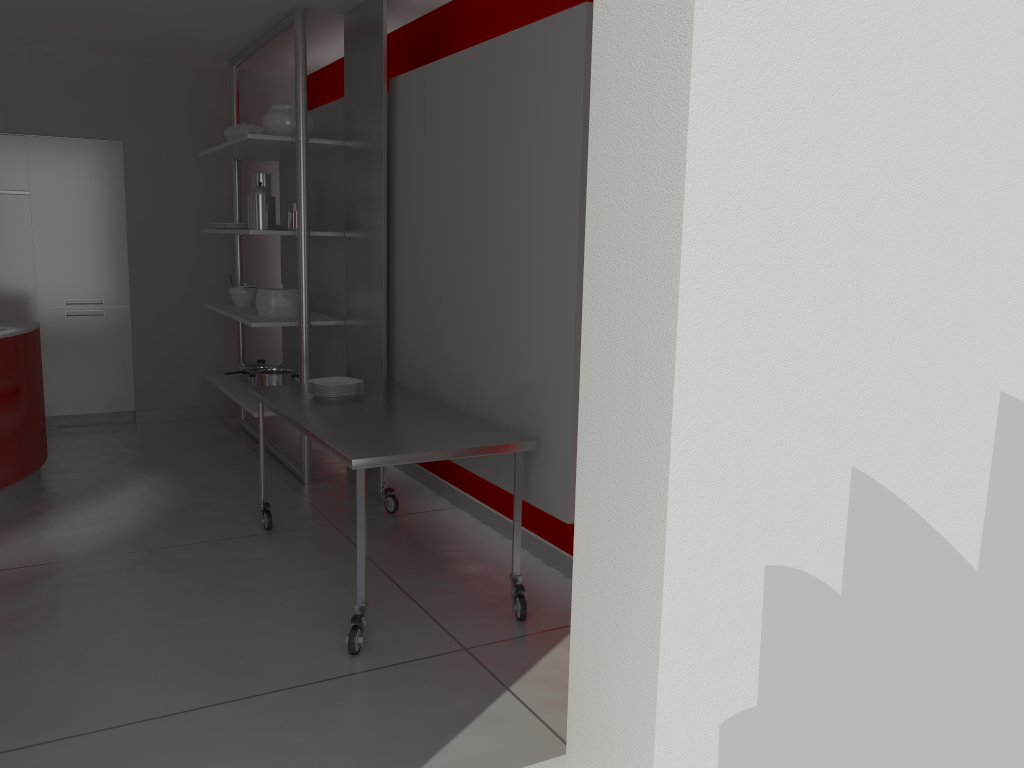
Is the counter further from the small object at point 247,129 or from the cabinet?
the small object at point 247,129

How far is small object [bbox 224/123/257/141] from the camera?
5.78m

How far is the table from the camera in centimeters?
306cm

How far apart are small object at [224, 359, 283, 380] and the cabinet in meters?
1.0

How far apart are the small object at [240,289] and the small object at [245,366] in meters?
0.4 m

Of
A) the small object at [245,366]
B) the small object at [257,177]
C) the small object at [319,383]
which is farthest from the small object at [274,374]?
the small object at [319,383]

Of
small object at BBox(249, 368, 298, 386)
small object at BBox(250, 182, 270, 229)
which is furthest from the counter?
small object at BBox(250, 182, 270, 229)

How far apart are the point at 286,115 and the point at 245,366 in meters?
1.8 m

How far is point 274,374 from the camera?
5.4 meters

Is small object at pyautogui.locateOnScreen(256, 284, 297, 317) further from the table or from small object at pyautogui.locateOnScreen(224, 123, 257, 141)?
small object at pyautogui.locateOnScreen(224, 123, 257, 141)
